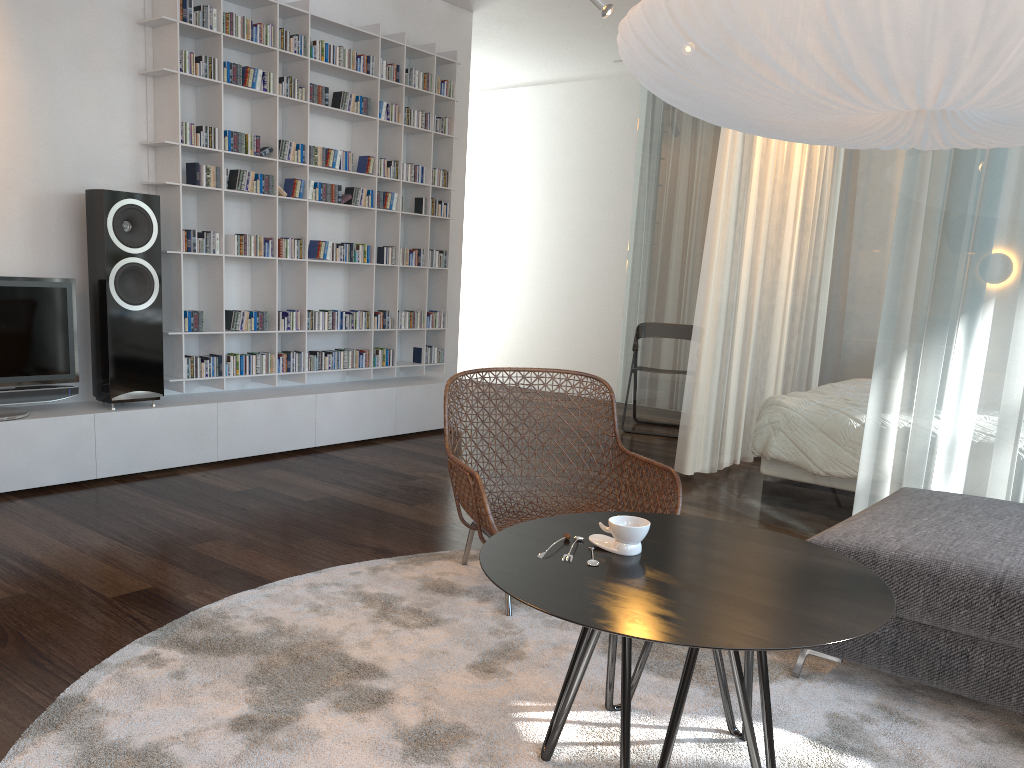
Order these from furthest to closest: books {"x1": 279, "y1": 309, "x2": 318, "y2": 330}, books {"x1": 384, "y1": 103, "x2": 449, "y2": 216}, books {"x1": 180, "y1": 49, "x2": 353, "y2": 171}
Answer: books {"x1": 384, "y1": 103, "x2": 449, "y2": 216} < books {"x1": 279, "y1": 309, "x2": 318, "y2": 330} < books {"x1": 180, "y1": 49, "x2": 353, "y2": 171}

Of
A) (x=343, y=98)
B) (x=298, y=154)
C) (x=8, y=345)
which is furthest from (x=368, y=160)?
(x=8, y=345)

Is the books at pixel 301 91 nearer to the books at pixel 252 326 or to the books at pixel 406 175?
the books at pixel 406 175

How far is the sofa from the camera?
2.1m

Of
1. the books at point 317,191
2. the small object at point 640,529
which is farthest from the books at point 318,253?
the small object at point 640,529

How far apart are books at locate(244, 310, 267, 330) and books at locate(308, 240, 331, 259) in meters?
0.5

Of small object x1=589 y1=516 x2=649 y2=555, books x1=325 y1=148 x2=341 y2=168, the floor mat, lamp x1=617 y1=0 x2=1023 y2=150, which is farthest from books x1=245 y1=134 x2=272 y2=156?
small object x1=589 y1=516 x2=649 y2=555

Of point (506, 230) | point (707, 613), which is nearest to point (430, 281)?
point (506, 230)

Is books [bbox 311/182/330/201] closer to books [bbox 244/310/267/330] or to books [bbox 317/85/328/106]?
books [bbox 317/85/328/106]

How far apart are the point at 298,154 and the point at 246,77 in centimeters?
49cm
